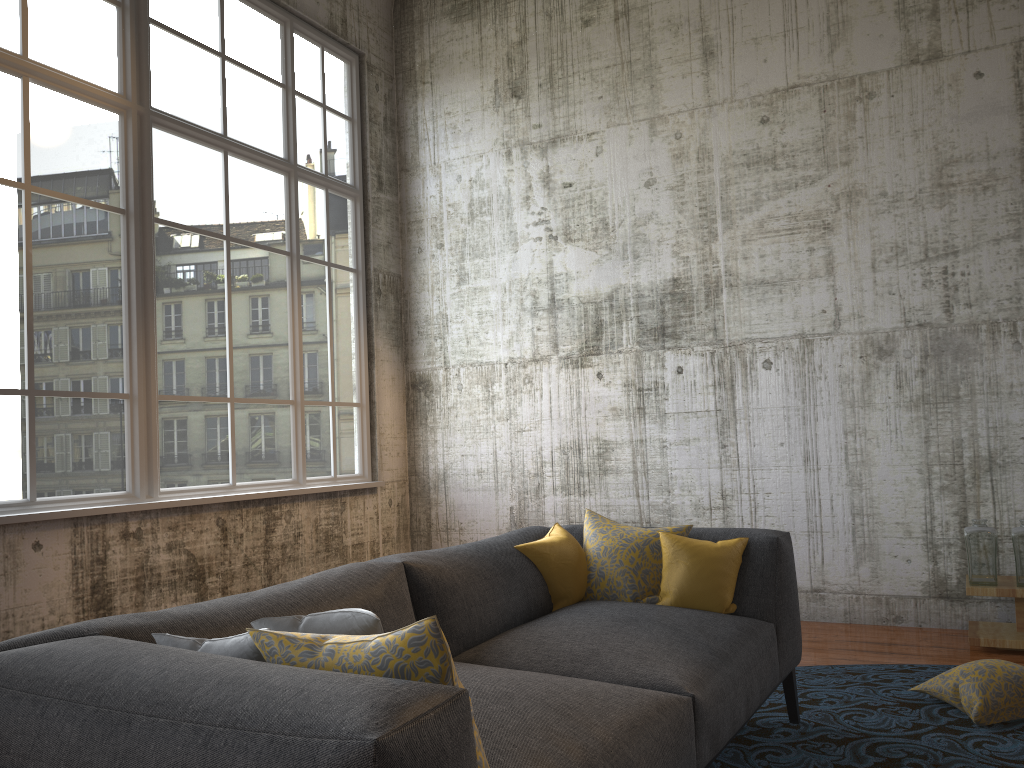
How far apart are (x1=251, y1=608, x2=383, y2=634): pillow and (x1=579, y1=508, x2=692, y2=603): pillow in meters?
1.8

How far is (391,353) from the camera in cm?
713

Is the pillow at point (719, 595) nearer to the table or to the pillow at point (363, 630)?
the pillow at point (363, 630)

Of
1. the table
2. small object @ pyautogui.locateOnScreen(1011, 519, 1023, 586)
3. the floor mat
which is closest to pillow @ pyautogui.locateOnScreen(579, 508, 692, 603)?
the floor mat

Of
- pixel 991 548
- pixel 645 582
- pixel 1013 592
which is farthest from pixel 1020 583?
pixel 645 582

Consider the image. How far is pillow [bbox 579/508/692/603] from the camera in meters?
3.5

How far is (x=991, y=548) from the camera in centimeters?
480cm

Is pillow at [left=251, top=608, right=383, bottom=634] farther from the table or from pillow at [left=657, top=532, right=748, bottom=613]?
the table

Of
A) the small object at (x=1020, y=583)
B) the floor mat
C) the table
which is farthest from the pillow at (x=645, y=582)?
the small object at (x=1020, y=583)

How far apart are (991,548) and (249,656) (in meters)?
4.34
